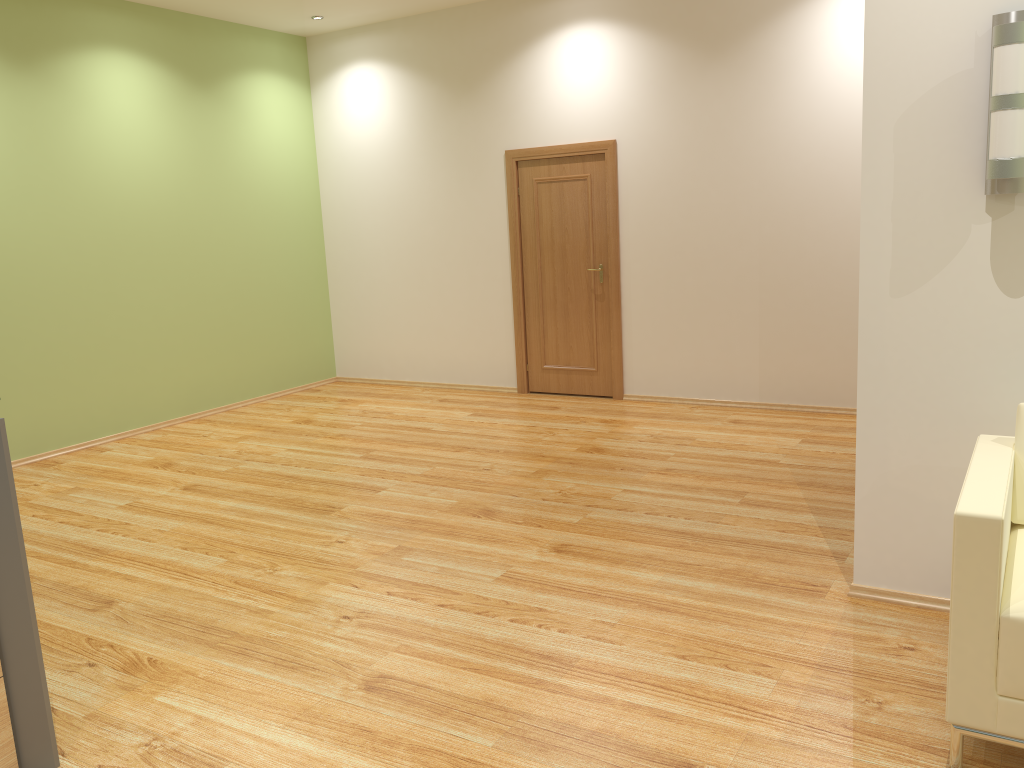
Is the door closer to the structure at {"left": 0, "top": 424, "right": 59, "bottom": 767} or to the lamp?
the lamp

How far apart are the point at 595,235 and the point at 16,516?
5.5 meters

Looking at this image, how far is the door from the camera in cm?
732

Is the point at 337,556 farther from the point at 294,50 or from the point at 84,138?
the point at 294,50

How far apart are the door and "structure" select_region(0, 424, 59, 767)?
5.4m

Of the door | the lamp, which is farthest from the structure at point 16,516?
the door

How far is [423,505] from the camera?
4.9m

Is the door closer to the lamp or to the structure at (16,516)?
the lamp

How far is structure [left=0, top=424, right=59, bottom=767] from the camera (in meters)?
2.50

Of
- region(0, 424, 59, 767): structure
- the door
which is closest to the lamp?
region(0, 424, 59, 767): structure
